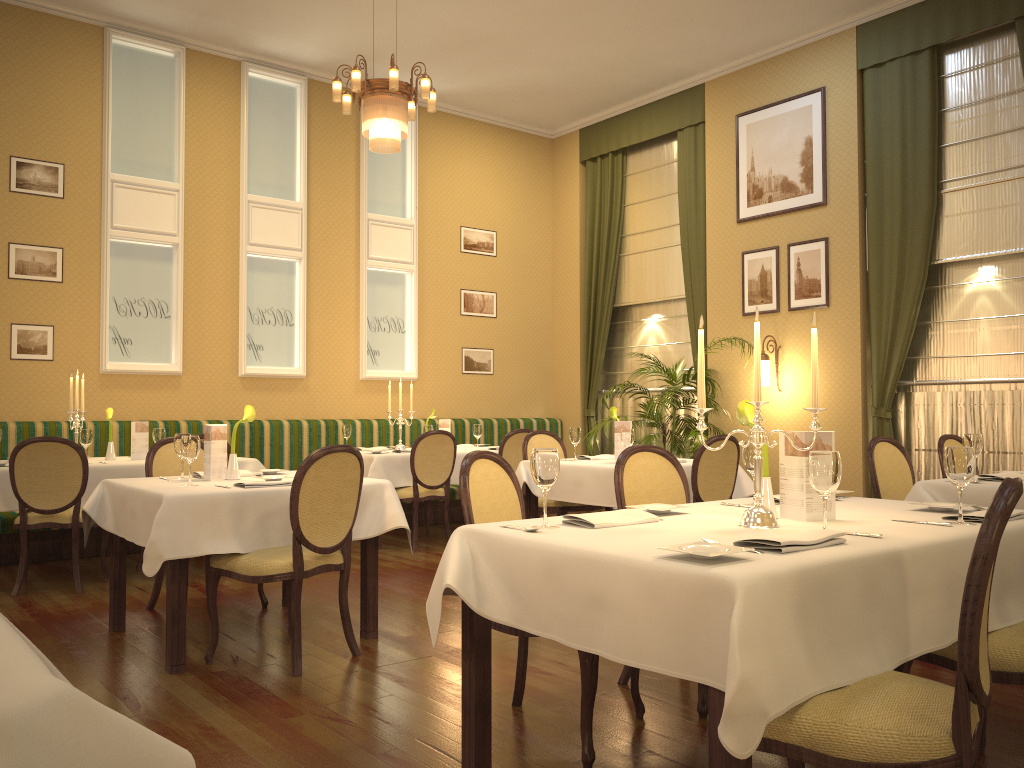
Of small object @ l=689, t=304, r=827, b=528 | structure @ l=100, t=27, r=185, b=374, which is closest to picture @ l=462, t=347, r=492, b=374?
structure @ l=100, t=27, r=185, b=374

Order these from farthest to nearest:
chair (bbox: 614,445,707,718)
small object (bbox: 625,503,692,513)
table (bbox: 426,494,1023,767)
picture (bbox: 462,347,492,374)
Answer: picture (bbox: 462,347,492,374) → chair (bbox: 614,445,707,718) → small object (bbox: 625,503,692,513) → table (bbox: 426,494,1023,767)

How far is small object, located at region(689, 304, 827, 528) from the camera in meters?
2.6

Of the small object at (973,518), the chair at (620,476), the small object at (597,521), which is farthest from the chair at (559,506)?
the small object at (973,518)

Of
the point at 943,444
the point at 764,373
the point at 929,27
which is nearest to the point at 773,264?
the point at 764,373

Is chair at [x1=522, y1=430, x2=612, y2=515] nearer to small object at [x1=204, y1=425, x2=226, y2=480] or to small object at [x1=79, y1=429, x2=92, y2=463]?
small object at [x1=204, y1=425, x2=226, y2=480]

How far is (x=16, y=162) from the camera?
7.2 meters

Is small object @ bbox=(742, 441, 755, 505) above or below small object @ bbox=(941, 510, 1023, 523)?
above

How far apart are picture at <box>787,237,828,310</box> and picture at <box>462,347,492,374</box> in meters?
3.5 m

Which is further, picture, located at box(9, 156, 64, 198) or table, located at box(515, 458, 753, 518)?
picture, located at box(9, 156, 64, 198)
